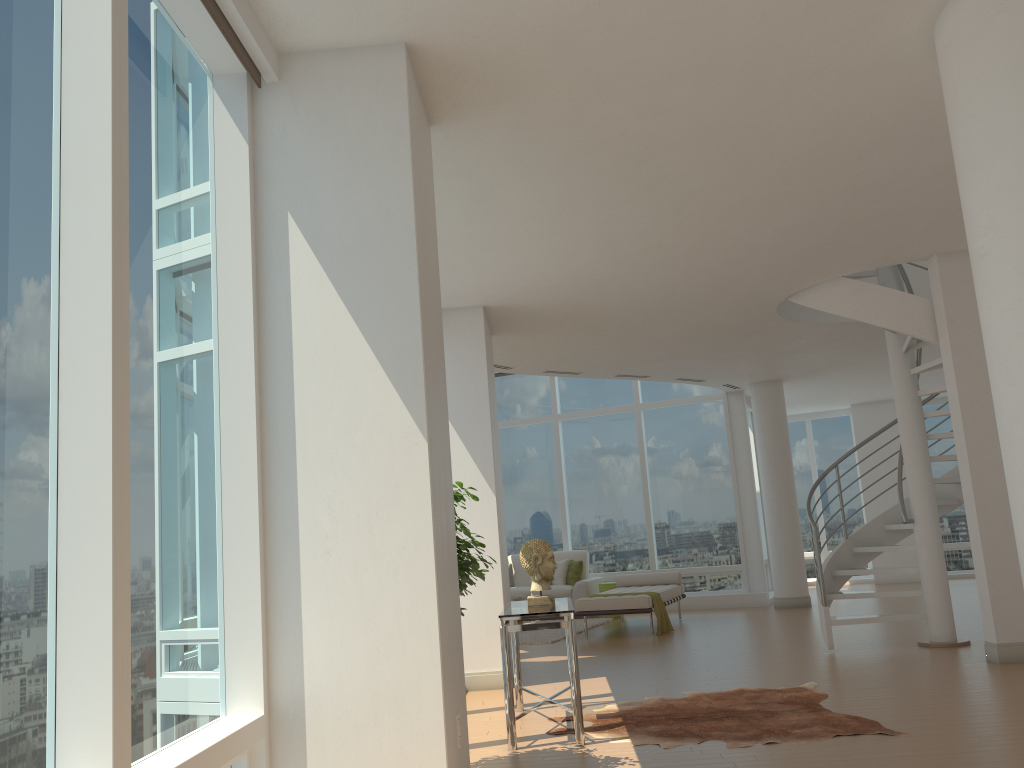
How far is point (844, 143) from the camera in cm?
523

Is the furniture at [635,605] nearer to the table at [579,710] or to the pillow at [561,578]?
the pillow at [561,578]

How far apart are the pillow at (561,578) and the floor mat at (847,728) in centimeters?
744cm

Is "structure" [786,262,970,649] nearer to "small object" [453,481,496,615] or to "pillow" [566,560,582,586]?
"small object" [453,481,496,615]

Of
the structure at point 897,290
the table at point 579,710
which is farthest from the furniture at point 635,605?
the table at point 579,710

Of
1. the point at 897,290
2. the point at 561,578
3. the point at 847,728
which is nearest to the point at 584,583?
the point at 561,578

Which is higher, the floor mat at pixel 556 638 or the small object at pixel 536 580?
the small object at pixel 536 580

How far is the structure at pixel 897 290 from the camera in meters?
7.8 m

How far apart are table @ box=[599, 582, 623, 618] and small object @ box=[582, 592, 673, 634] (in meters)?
2.38

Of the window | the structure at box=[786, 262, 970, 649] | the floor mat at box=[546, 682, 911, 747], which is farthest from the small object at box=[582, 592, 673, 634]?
the floor mat at box=[546, 682, 911, 747]
